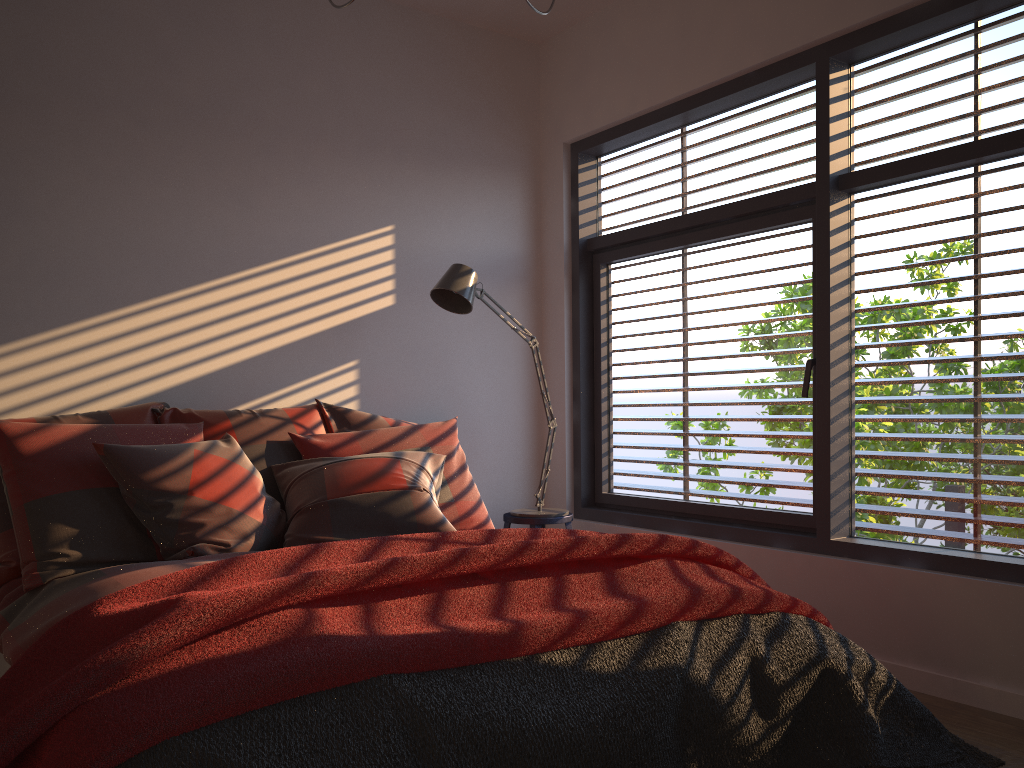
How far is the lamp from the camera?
3.73m

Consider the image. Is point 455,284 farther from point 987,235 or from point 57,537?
point 987,235

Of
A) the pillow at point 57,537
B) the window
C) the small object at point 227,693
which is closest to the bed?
the pillow at point 57,537

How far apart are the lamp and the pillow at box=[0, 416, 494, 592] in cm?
49

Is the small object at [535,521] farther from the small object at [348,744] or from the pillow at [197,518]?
the small object at [348,744]

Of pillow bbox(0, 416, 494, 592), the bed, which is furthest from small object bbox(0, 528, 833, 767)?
pillow bbox(0, 416, 494, 592)

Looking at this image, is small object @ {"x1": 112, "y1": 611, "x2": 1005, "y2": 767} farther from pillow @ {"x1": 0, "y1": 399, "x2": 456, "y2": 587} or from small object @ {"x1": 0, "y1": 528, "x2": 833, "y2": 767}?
pillow @ {"x1": 0, "y1": 399, "x2": 456, "y2": 587}

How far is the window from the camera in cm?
301

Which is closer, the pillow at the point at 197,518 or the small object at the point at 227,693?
the small object at the point at 227,693

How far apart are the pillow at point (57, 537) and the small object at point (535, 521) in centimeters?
54cm
